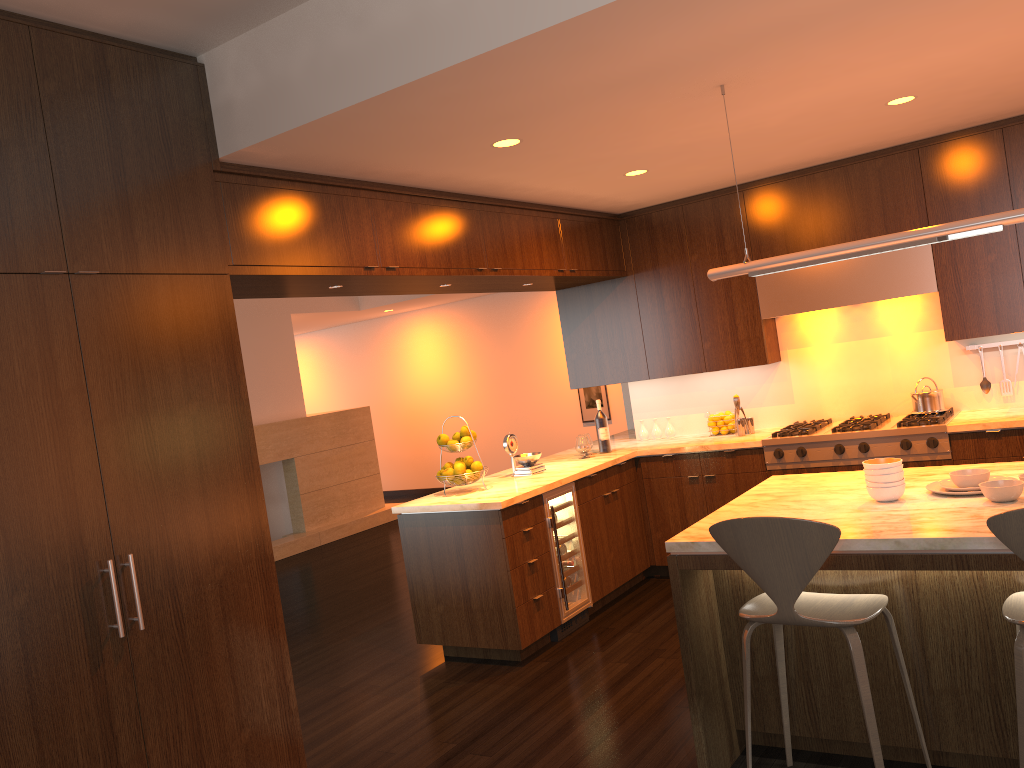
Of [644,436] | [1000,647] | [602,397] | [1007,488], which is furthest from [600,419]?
[602,397]

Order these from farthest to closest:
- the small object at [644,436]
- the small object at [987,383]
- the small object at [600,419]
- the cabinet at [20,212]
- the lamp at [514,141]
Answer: the small object at [644,436] → the small object at [600,419] → the small object at [987,383] → the lamp at [514,141] → the cabinet at [20,212]

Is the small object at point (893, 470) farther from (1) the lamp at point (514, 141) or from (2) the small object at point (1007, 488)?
(1) the lamp at point (514, 141)

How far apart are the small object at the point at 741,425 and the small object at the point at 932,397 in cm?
108

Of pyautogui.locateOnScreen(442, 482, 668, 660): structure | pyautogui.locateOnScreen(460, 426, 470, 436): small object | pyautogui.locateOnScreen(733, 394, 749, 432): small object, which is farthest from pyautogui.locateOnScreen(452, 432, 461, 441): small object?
pyautogui.locateOnScreen(733, 394, 749, 432): small object

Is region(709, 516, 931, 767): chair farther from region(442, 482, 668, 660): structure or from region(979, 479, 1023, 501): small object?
region(442, 482, 668, 660): structure

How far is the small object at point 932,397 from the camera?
5.5m

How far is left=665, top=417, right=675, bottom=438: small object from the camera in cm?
652

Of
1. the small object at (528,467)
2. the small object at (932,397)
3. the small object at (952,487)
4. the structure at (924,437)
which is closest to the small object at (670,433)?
the structure at (924,437)

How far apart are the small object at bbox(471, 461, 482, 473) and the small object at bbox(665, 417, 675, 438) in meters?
1.9 m
